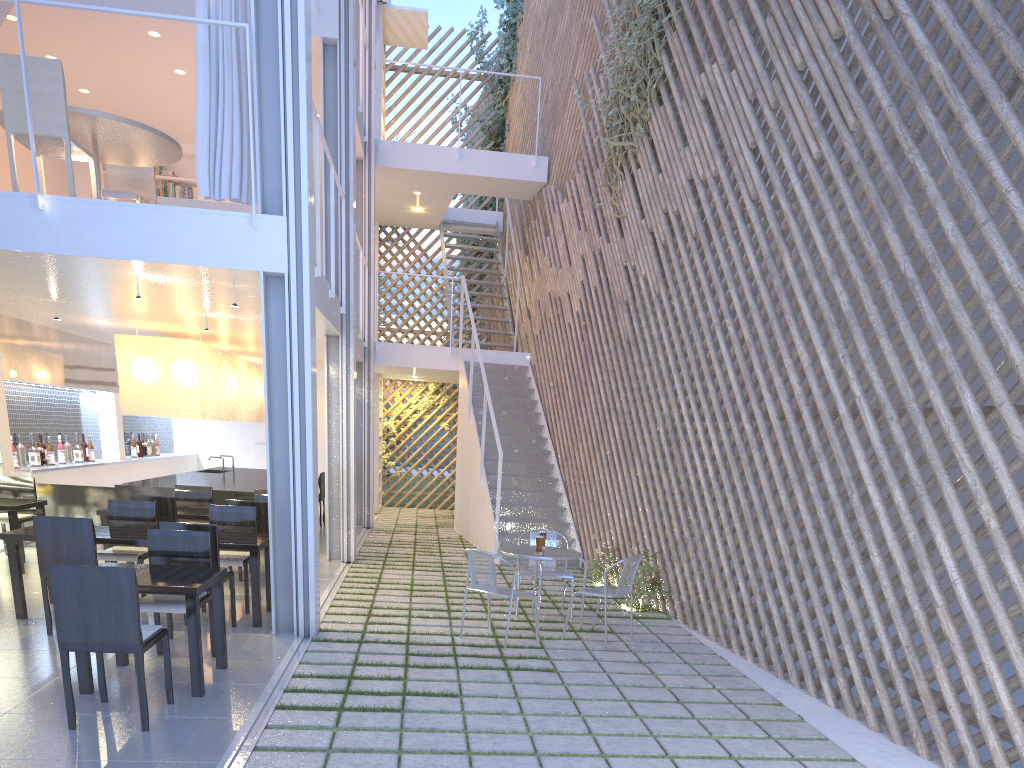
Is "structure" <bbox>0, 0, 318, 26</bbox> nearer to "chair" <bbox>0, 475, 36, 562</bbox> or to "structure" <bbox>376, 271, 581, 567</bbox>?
"chair" <bbox>0, 475, 36, 562</bbox>

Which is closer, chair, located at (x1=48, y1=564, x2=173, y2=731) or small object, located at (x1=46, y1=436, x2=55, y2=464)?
chair, located at (x1=48, y1=564, x2=173, y2=731)

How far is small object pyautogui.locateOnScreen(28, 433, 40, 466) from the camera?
5.1 meters

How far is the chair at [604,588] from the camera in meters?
3.1 m

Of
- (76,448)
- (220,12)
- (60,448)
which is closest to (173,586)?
(220,12)

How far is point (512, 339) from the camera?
7.6m

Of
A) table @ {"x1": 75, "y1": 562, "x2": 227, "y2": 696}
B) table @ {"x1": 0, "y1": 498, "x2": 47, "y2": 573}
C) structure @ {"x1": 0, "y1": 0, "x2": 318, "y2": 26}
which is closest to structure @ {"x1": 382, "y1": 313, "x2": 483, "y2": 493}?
table @ {"x1": 0, "y1": 498, "x2": 47, "y2": 573}

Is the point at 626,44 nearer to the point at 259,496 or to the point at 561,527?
the point at 561,527

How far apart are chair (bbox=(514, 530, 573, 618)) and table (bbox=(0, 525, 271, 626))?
1.1 meters

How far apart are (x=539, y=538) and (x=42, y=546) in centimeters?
179cm
